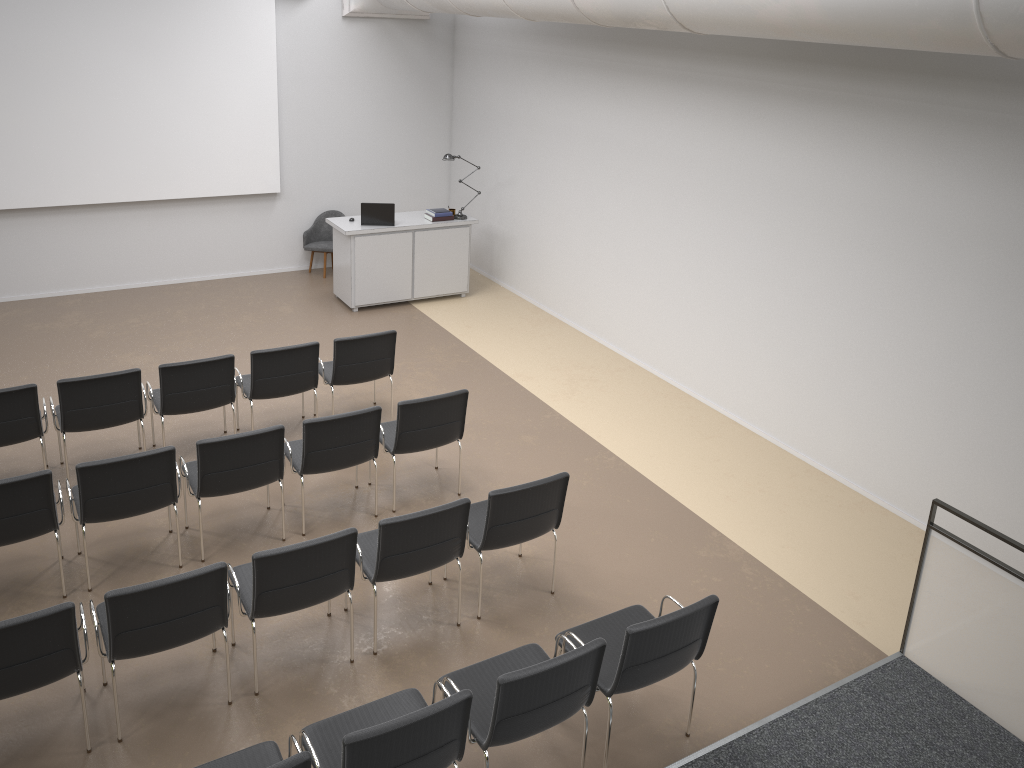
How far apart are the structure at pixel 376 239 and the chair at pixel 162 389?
3.45m

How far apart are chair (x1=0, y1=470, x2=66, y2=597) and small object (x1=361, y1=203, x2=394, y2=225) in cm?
562

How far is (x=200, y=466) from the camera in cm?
559

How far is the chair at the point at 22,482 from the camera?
5.0m

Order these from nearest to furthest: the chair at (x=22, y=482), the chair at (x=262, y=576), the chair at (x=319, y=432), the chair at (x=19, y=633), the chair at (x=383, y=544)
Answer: the chair at (x=19, y=633)
the chair at (x=262, y=576)
the chair at (x=383, y=544)
the chair at (x=22, y=482)
the chair at (x=319, y=432)

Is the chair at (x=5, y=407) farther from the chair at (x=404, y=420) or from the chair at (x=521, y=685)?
the chair at (x=521, y=685)

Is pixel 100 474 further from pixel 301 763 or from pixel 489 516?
pixel 301 763

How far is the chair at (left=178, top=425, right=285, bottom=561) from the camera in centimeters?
559cm

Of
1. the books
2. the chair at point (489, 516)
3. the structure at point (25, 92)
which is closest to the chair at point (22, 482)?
the chair at point (489, 516)

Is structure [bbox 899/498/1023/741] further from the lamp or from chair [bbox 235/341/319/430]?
the lamp
